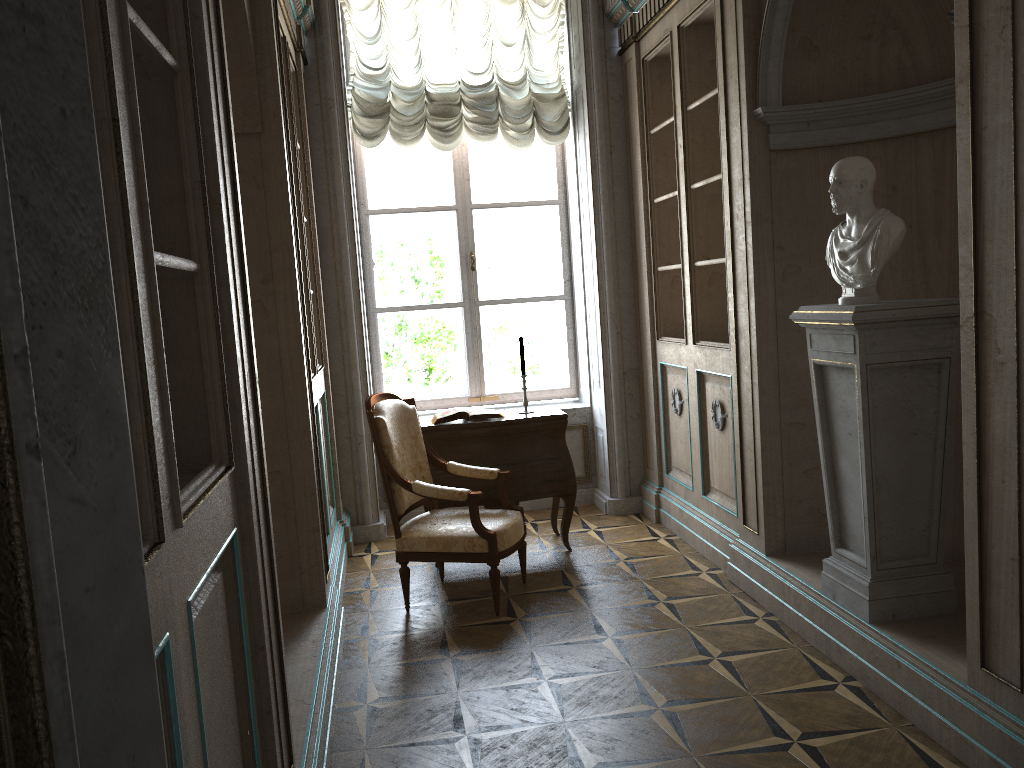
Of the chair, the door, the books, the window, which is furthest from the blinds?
the door

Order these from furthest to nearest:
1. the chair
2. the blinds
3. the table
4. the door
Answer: the blinds < the table < the chair < the door

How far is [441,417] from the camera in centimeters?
482cm

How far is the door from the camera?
0.30m

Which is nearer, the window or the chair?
the chair

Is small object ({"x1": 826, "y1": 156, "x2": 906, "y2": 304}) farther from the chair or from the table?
the table

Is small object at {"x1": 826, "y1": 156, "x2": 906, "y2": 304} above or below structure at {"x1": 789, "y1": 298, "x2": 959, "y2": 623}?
above

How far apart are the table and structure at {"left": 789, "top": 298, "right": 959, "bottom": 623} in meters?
1.7 m

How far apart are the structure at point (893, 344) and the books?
1.9 meters

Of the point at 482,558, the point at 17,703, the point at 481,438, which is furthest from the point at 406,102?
the point at 17,703
